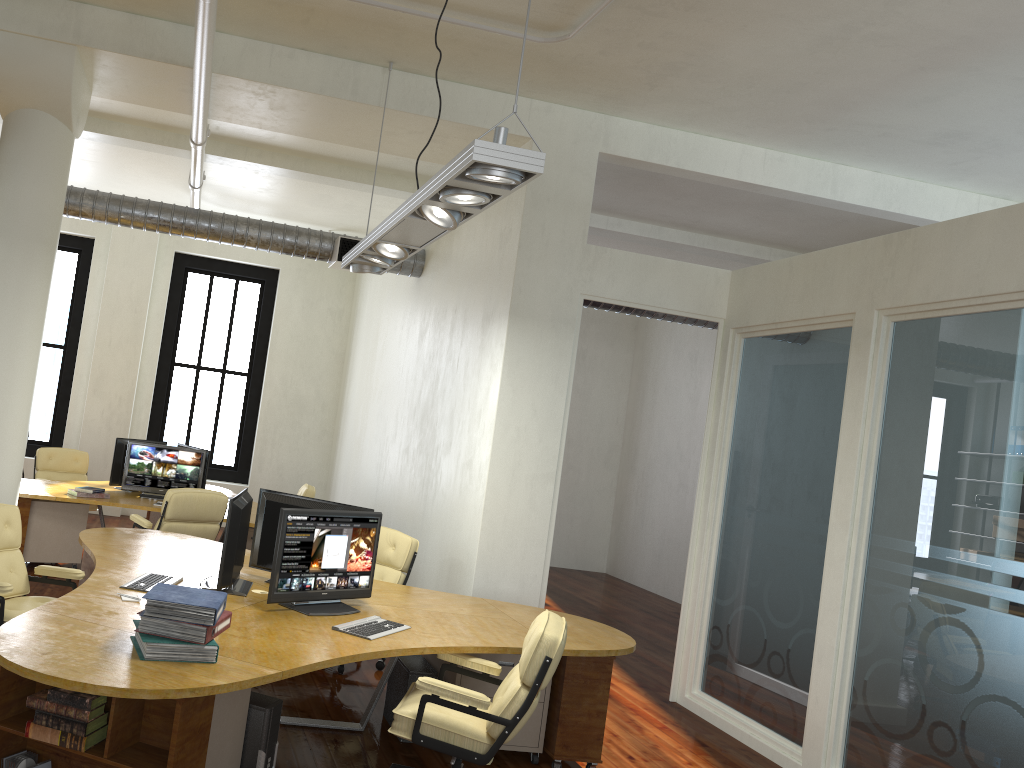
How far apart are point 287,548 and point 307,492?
5.3 meters

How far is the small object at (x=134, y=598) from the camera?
4.51m

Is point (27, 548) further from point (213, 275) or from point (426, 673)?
point (213, 275)

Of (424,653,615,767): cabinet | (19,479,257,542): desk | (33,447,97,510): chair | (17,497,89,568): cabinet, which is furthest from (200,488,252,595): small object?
(33,447,97,510): chair

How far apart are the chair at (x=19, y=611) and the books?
1.2 meters

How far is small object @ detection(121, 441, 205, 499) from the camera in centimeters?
907cm

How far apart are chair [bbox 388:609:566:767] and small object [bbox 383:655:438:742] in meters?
0.6 m

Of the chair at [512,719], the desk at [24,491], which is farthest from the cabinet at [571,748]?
the desk at [24,491]

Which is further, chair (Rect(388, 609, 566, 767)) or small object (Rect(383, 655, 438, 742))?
small object (Rect(383, 655, 438, 742))

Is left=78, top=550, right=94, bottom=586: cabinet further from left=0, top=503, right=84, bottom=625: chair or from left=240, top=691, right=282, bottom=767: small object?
left=240, top=691, right=282, bottom=767: small object
